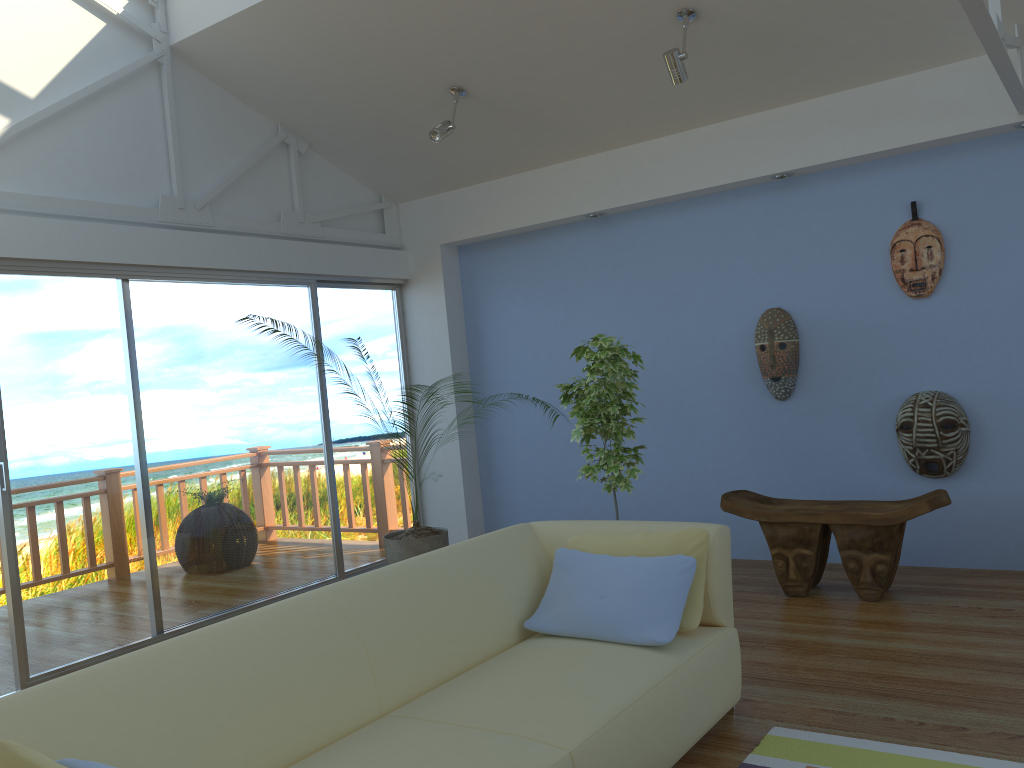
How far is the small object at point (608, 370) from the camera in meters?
4.4

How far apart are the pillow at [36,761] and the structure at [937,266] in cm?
442

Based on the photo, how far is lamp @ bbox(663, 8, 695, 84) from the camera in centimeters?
416cm

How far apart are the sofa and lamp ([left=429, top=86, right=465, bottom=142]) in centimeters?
247cm

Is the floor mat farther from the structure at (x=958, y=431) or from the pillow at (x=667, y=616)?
the structure at (x=958, y=431)

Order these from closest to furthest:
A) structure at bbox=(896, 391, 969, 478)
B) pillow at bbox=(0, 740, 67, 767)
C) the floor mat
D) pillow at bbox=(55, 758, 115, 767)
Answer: pillow at bbox=(0, 740, 67, 767), pillow at bbox=(55, 758, 115, 767), the floor mat, structure at bbox=(896, 391, 969, 478)

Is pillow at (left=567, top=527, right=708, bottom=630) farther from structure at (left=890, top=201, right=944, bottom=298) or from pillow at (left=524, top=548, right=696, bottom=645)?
structure at (left=890, top=201, right=944, bottom=298)

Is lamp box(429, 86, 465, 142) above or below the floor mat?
above

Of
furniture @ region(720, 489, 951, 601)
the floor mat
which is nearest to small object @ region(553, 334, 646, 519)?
furniture @ region(720, 489, 951, 601)

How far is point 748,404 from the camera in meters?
5.3 m
